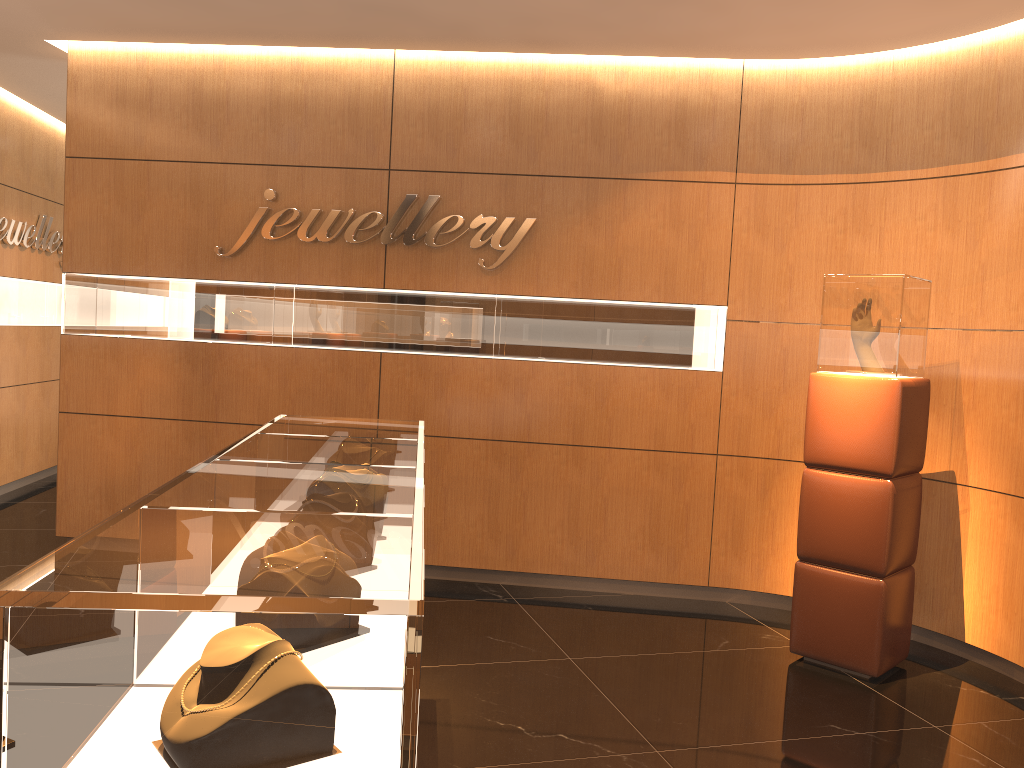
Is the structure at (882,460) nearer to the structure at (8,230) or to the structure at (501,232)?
→ the structure at (501,232)

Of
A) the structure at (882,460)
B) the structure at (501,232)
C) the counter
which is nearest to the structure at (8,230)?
the structure at (501,232)

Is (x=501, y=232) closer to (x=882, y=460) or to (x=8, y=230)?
→ (x=882, y=460)

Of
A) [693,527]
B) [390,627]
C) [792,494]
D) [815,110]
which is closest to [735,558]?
[693,527]

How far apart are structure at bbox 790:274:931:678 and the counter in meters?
2.1 m

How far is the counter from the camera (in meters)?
1.24

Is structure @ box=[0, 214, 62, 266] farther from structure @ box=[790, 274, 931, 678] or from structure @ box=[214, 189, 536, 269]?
structure @ box=[790, 274, 931, 678]

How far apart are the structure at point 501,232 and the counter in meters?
2.1 m

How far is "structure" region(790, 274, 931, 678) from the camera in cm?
429

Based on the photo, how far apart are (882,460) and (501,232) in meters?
2.6
